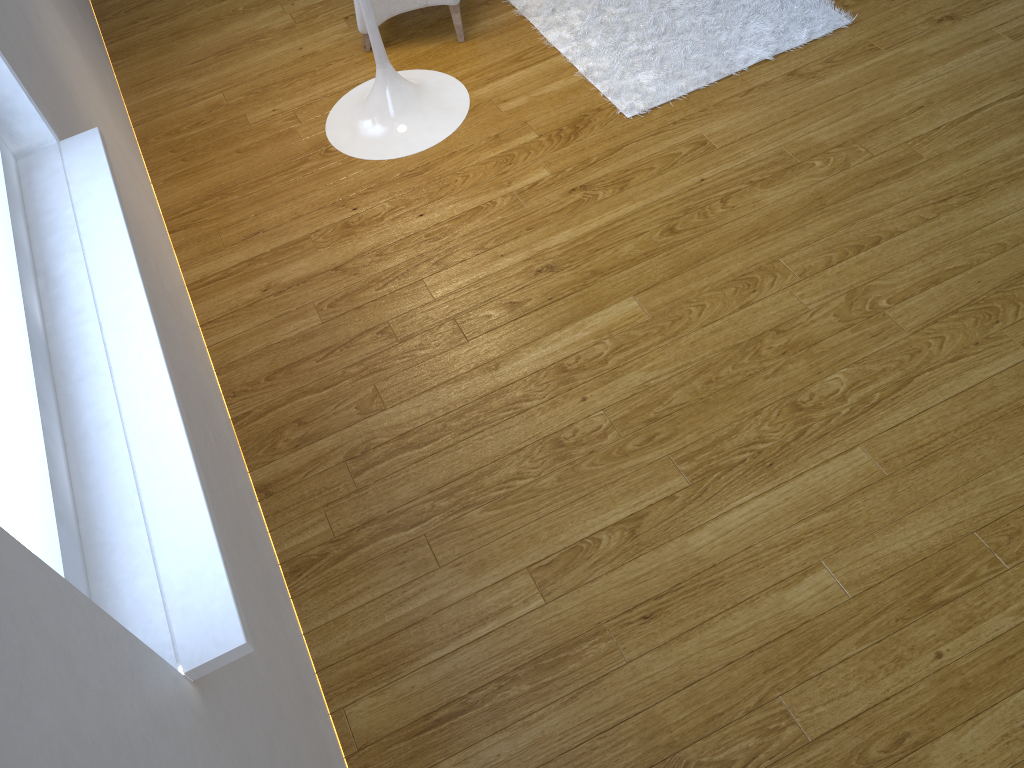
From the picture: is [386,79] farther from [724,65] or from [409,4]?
[724,65]

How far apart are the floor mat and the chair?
0.2m

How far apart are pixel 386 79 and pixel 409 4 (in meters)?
0.34

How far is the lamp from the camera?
2.38m

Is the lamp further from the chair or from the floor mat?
the floor mat

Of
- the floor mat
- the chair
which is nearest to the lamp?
the chair

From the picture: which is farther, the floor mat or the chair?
the chair

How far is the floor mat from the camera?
2.4 meters

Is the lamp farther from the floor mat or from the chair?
the floor mat

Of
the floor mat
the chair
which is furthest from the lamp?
the floor mat
